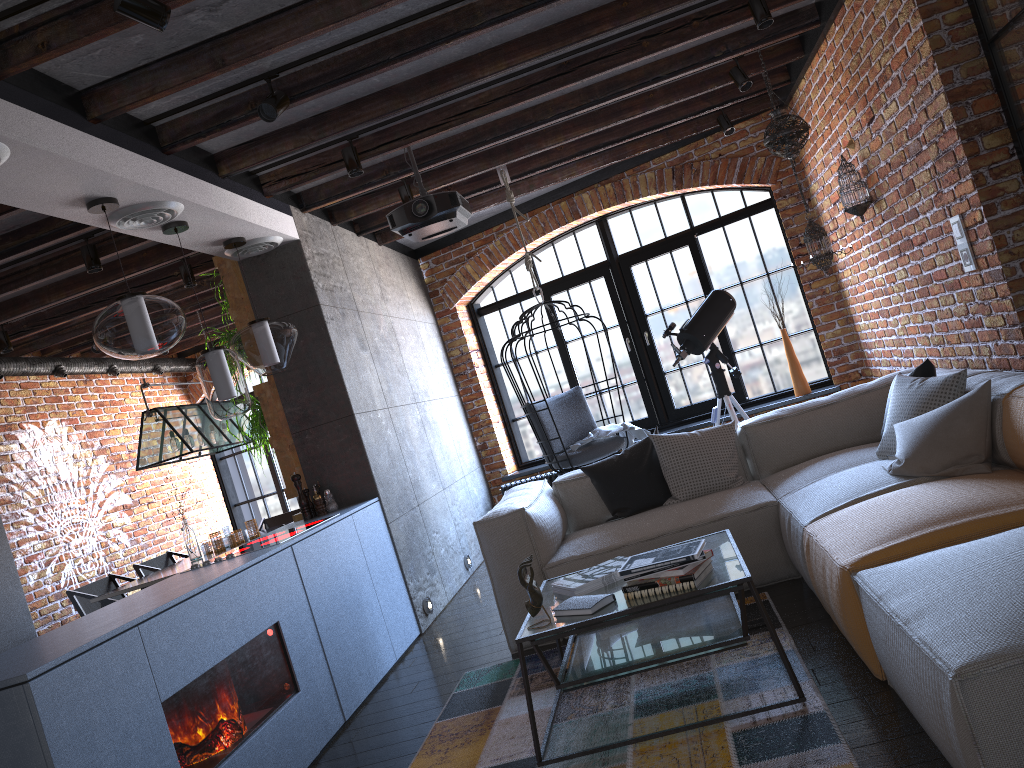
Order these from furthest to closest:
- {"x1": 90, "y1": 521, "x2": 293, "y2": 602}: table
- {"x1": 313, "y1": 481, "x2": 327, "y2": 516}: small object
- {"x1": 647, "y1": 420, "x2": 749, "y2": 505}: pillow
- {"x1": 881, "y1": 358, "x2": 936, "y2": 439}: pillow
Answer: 1. {"x1": 90, "y1": 521, "x2": 293, "y2": 602}: table
2. {"x1": 313, "y1": 481, "x2": 327, "y2": 516}: small object
3. {"x1": 647, "y1": 420, "x2": 749, "y2": 505}: pillow
4. {"x1": 881, "y1": 358, "x2": 936, "y2": 439}: pillow

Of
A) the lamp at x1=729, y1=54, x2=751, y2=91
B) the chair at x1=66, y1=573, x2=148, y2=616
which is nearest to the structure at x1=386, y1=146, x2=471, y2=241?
the lamp at x1=729, y1=54, x2=751, y2=91

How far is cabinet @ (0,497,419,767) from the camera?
2.3m

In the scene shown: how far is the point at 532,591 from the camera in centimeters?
283cm

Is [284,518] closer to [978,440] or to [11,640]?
[11,640]

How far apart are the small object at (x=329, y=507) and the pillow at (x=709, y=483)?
1.9 meters

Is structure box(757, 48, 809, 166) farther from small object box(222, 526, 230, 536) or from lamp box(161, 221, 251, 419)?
small object box(222, 526, 230, 536)

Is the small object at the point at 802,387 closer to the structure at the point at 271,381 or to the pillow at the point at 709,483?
the pillow at the point at 709,483

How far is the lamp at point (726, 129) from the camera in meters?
6.4 m

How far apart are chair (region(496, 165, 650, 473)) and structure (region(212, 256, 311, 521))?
1.55m
